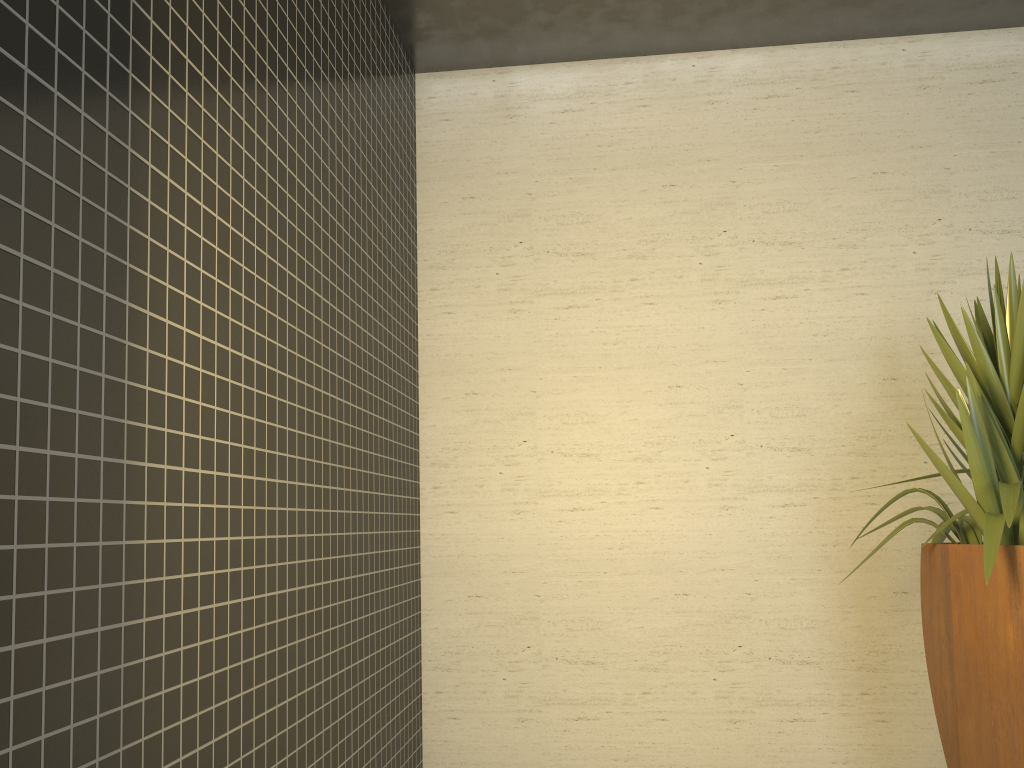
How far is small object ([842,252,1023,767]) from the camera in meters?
2.7 m

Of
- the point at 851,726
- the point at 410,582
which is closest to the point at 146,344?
the point at 410,582

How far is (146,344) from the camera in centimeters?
169cm

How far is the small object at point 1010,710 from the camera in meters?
2.7 m

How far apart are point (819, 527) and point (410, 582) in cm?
176
